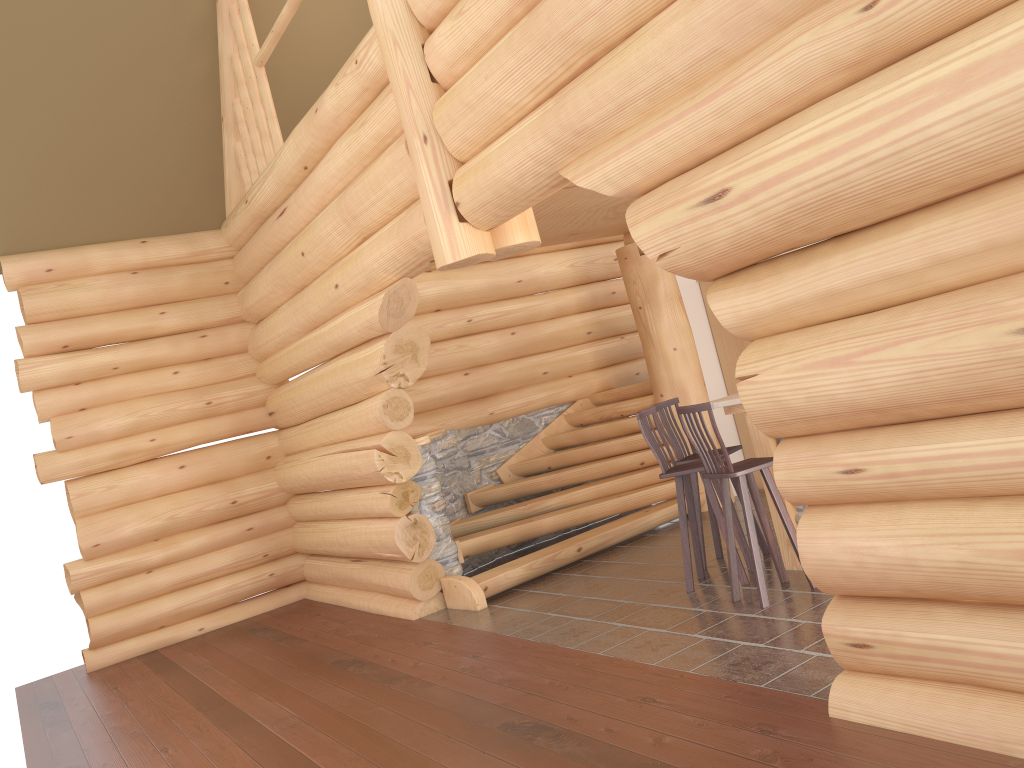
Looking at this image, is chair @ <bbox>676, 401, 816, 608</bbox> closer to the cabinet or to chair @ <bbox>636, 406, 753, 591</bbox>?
chair @ <bbox>636, 406, 753, 591</bbox>

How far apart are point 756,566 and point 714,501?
0.8 meters

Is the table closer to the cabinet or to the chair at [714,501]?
the chair at [714,501]

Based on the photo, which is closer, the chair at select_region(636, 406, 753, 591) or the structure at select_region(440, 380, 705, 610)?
the chair at select_region(636, 406, 753, 591)

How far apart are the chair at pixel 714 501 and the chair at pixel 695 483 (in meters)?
0.30

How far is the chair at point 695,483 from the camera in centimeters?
679cm

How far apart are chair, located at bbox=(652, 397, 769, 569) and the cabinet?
2.7 meters

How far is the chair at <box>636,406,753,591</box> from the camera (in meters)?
6.19

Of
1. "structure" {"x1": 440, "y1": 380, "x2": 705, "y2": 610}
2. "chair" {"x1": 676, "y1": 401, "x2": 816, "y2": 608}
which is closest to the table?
"chair" {"x1": 676, "y1": 401, "x2": 816, "y2": 608}

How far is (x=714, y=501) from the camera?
6.19m
